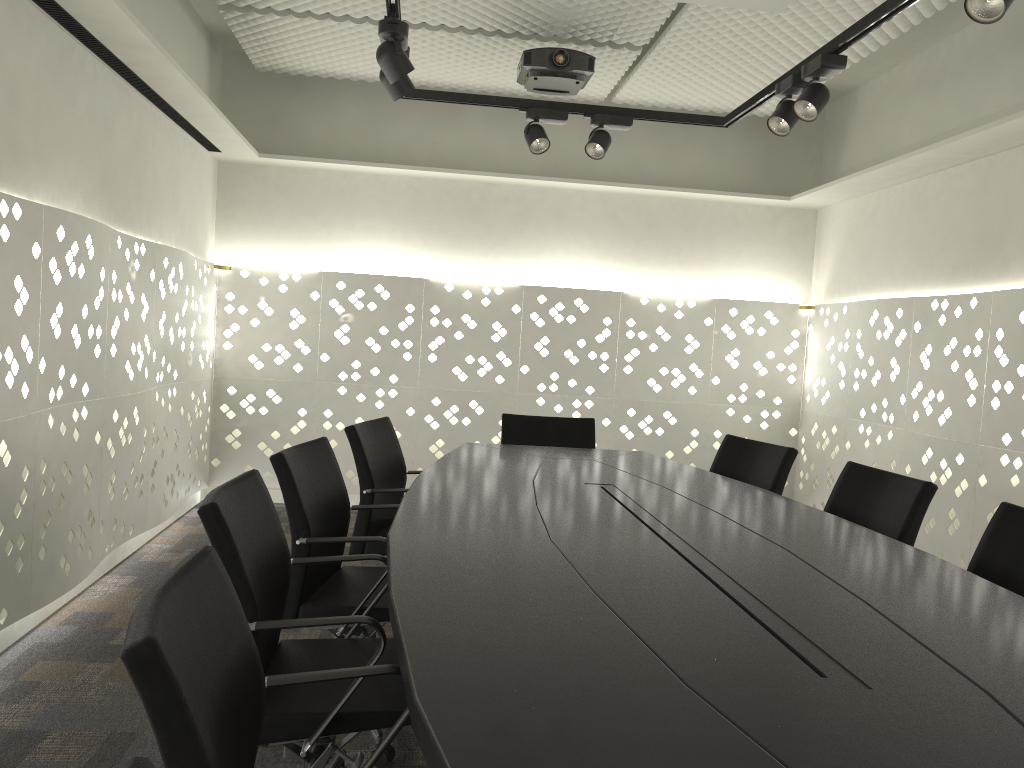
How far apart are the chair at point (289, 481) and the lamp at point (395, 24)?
1.2 meters

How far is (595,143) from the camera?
3.8 meters

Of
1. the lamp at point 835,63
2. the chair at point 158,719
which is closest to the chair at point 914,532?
the lamp at point 835,63

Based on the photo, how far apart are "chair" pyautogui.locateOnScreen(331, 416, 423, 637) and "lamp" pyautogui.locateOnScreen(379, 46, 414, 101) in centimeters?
114cm

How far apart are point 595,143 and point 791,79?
0.9m

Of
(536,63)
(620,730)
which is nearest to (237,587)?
(620,730)

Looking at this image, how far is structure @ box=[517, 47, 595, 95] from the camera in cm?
392

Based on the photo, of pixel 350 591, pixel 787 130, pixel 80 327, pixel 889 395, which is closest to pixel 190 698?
pixel 350 591

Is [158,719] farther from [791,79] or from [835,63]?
[791,79]

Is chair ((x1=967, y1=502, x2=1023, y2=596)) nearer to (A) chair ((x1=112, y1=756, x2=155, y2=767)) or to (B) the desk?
(B) the desk
